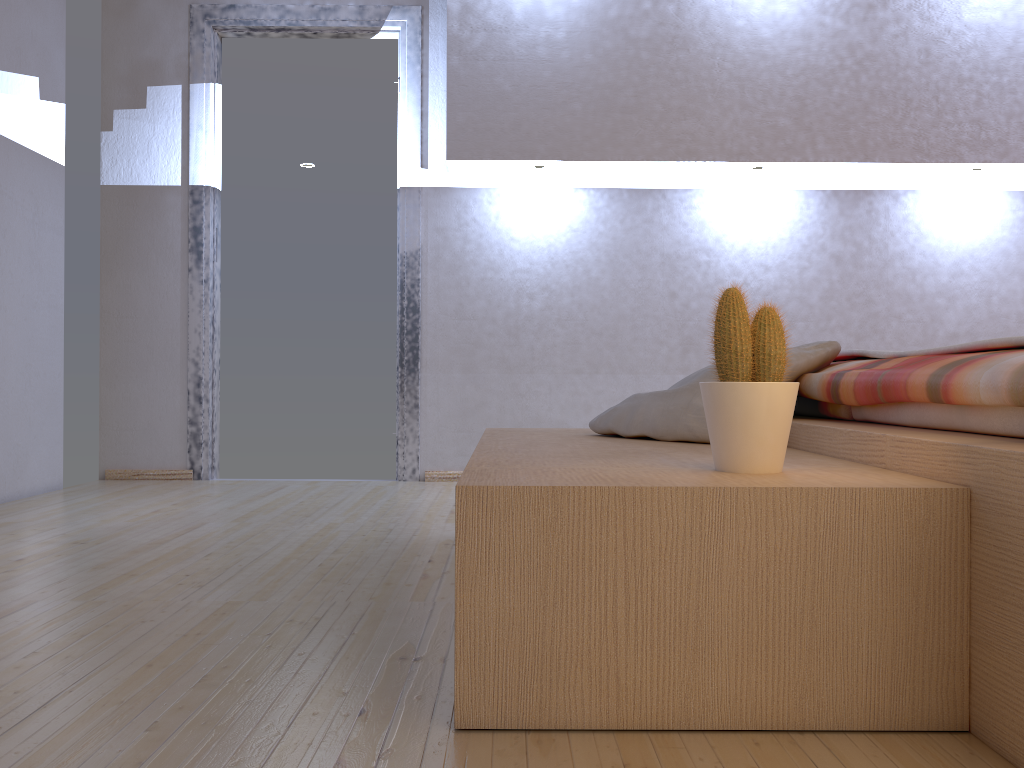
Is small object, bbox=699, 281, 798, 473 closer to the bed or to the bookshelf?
the bookshelf

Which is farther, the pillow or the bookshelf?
the pillow

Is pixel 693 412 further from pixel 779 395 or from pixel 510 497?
pixel 510 497

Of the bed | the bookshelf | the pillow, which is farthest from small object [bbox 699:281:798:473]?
the pillow

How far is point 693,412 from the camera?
1.9m

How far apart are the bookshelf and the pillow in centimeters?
2cm

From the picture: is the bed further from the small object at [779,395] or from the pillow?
the small object at [779,395]

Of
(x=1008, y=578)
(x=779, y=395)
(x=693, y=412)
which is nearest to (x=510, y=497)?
(x=779, y=395)

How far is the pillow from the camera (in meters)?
1.95

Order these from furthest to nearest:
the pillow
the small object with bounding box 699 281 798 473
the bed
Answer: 1. the pillow
2. the small object with bounding box 699 281 798 473
3. the bed
